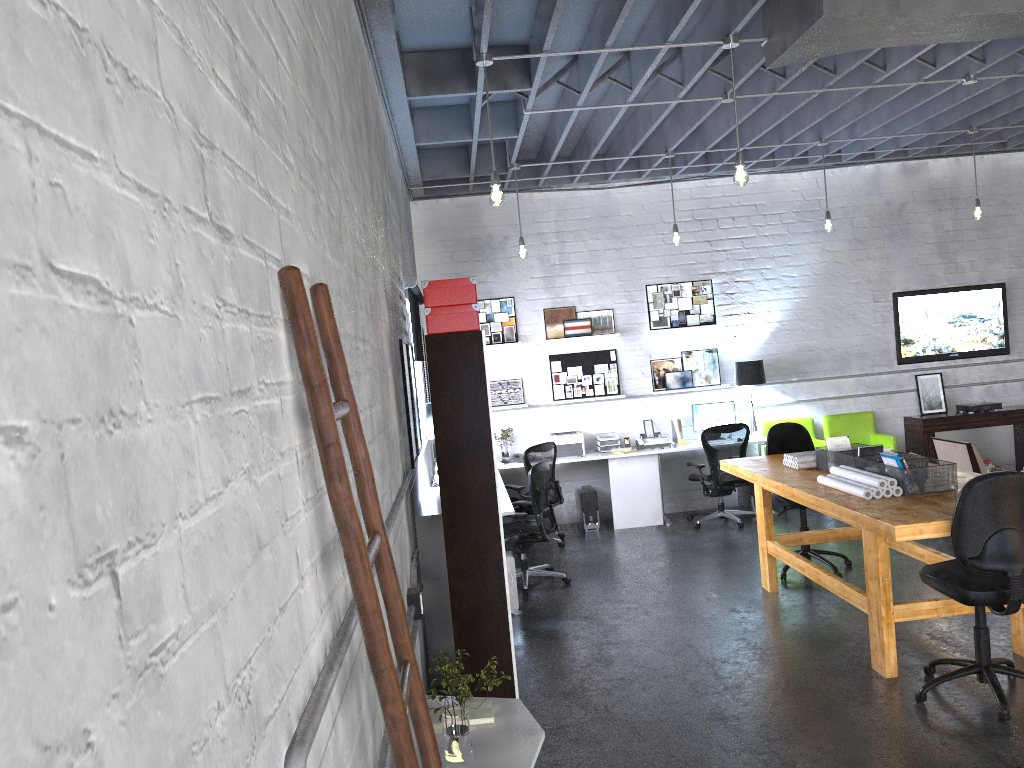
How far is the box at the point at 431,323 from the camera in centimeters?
429cm

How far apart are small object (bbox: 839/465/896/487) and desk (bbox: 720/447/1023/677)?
0.10m

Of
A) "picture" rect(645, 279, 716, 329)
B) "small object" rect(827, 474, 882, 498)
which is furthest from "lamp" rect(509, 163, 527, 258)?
"small object" rect(827, 474, 882, 498)

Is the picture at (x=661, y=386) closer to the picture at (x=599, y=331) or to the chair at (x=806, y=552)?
the picture at (x=599, y=331)

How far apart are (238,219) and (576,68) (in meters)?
5.41

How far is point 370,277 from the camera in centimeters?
373cm

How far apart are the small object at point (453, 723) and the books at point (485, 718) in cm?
23

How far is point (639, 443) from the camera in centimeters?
948cm

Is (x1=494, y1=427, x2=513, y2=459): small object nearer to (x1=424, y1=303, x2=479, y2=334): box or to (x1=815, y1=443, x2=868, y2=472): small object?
(x1=815, y1=443, x2=868, y2=472): small object

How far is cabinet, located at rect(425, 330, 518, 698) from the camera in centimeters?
429cm
